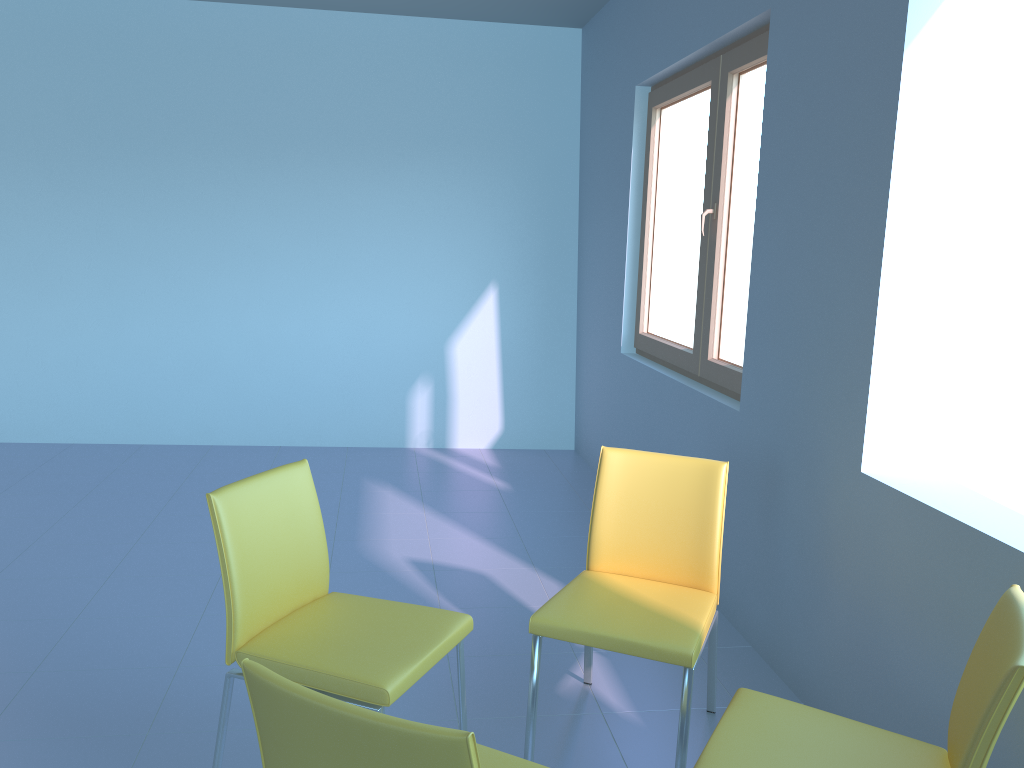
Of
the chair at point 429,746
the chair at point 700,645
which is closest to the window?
the chair at point 700,645

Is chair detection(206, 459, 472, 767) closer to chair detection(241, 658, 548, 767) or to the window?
chair detection(241, 658, 548, 767)

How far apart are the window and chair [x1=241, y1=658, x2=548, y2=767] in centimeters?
186cm

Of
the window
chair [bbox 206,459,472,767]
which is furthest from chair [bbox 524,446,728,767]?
the window

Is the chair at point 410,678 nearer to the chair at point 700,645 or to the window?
the chair at point 700,645

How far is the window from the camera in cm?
320

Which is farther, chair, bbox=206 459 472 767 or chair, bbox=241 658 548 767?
chair, bbox=206 459 472 767

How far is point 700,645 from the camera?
2.0m

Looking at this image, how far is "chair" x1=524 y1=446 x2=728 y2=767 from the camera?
2.0m

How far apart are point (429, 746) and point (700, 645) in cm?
114
